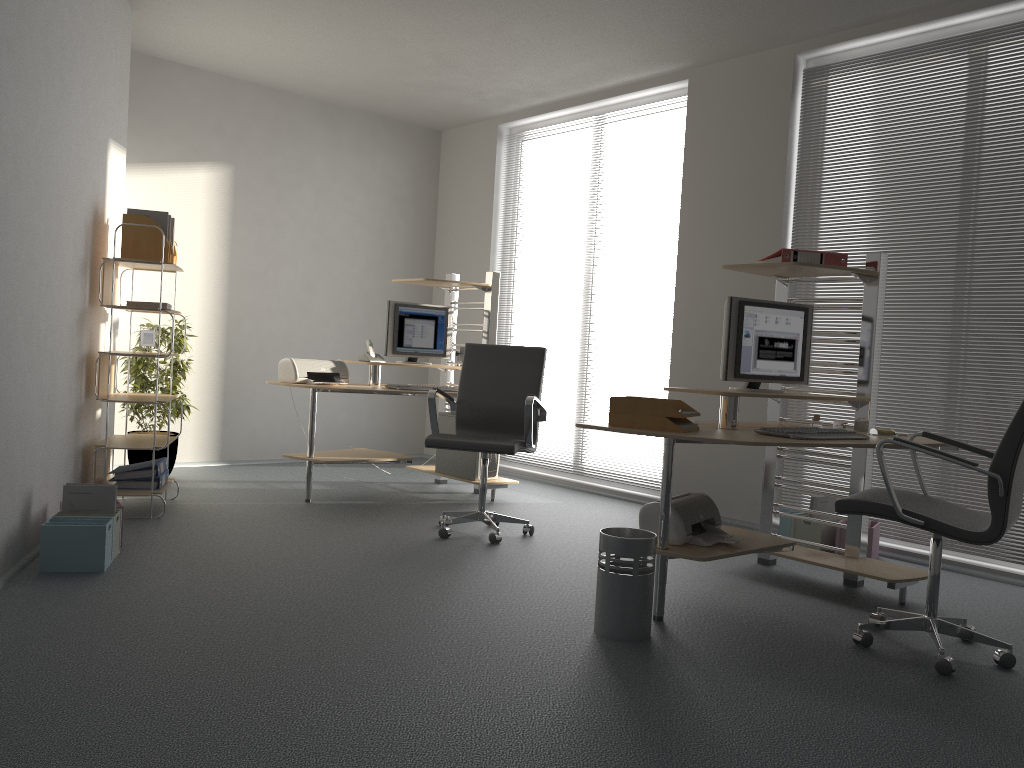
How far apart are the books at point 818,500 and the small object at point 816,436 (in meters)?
1.31

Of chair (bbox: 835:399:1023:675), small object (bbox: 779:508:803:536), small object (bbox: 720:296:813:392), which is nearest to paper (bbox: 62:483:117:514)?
small object (bbox: 720:296:813:392)

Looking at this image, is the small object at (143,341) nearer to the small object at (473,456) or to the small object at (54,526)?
the small object at (54,526)

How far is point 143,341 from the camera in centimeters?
495cm

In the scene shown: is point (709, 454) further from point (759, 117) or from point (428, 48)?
point (428, 48)

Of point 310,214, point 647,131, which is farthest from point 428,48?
point 310,214

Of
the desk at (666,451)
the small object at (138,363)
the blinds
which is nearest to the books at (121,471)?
the small object at (138,363)

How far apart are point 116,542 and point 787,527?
3.5m

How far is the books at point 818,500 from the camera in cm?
488

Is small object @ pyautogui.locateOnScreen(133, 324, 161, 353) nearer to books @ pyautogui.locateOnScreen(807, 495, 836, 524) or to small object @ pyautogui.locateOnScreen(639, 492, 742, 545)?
small object @ pyautogui.locateOnScreen(639, 492, 742, 545)
